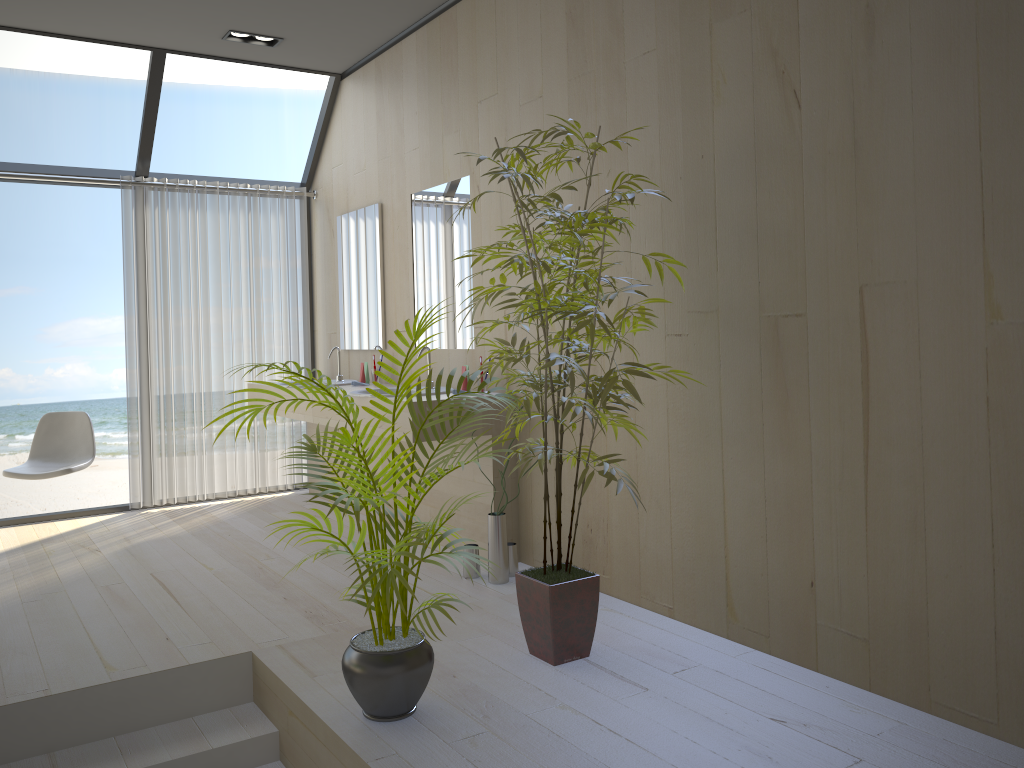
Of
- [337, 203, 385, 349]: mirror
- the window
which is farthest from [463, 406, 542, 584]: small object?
the window

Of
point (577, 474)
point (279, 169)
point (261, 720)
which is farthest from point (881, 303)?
point (279, 169)

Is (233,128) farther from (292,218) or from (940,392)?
(940,392)

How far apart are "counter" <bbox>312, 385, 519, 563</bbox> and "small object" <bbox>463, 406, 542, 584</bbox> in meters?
0.1

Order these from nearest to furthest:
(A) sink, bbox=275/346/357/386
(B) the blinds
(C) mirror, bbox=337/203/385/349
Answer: (C) mirror, bbox=337/203/385/349, (A) sink, bbox=275/346/357/386, (B) the blinds

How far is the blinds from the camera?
5.55m

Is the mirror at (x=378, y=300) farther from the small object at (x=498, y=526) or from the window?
the small object at (x=498, y=526)

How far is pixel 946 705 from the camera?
2.4m

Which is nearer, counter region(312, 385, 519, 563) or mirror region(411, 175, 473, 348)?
counter region(312, 385, 519, 563)

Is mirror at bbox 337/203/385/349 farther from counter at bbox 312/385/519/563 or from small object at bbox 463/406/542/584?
small object at bbox 463/406/542/584
